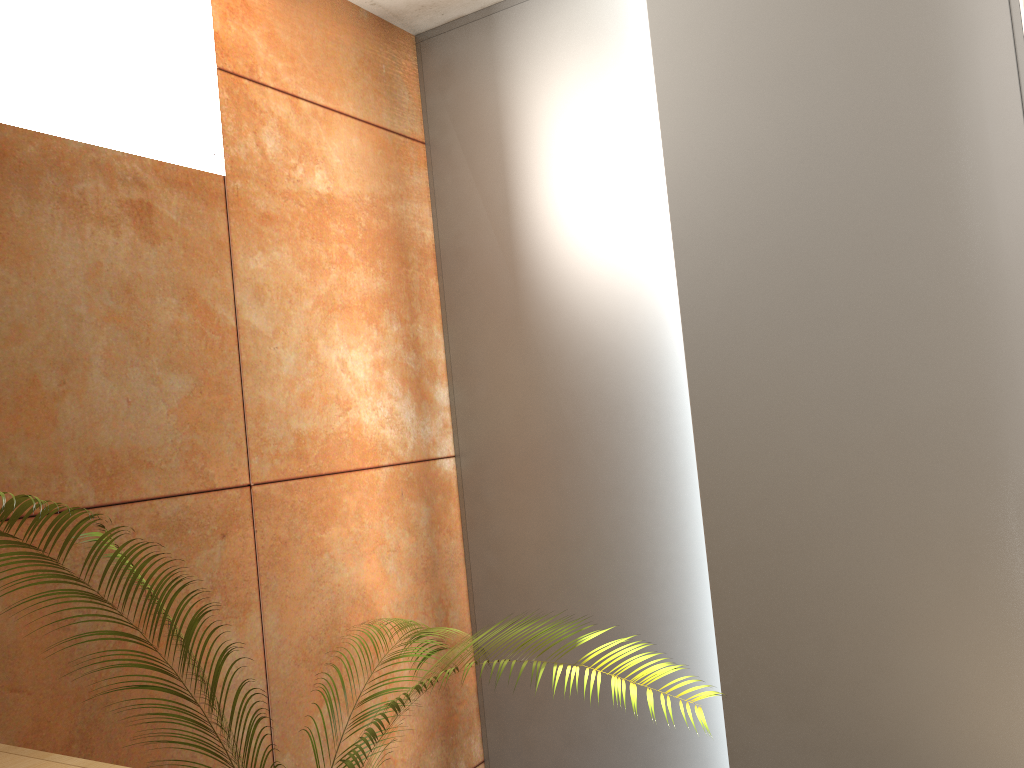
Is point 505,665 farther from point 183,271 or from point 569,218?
point 569,218

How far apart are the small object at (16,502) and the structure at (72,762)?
0.2 meters

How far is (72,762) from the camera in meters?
1.1 m

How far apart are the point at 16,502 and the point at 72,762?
0.3 meters

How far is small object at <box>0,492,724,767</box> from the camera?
1.11m

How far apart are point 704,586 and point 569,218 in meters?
1.1

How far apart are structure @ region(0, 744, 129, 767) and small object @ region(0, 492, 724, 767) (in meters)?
0.25

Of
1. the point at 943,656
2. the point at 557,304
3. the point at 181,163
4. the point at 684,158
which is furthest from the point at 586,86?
the point at 943,656
